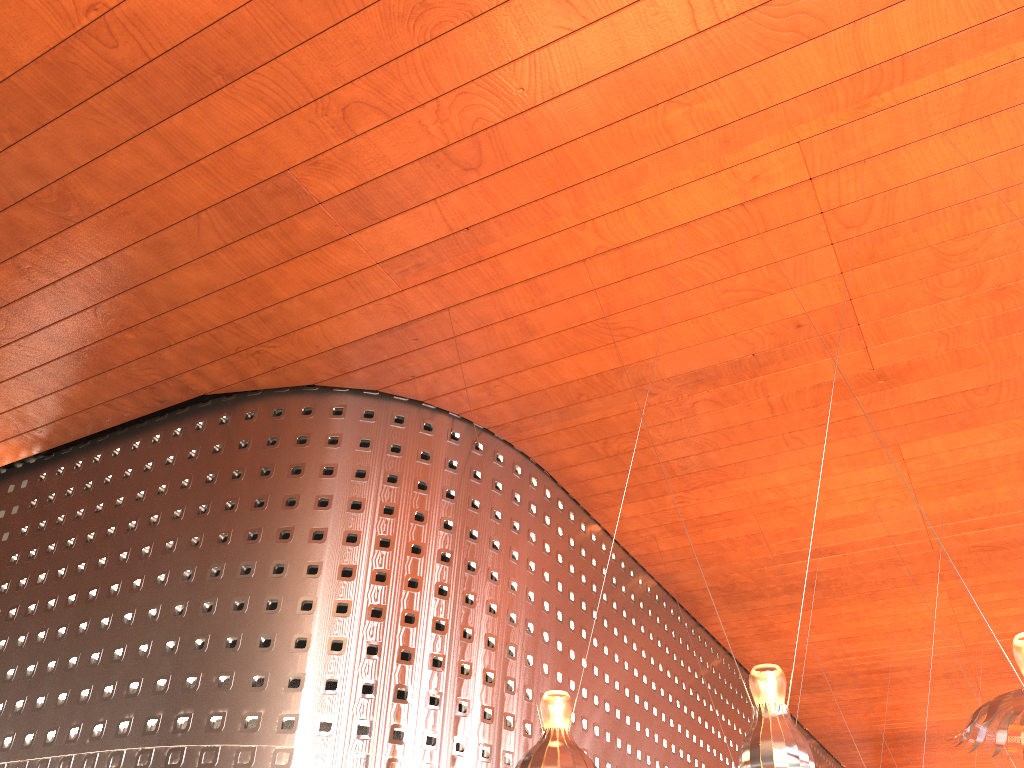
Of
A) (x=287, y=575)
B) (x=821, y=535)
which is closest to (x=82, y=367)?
(x=287, y=575)

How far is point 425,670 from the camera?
11.5m
